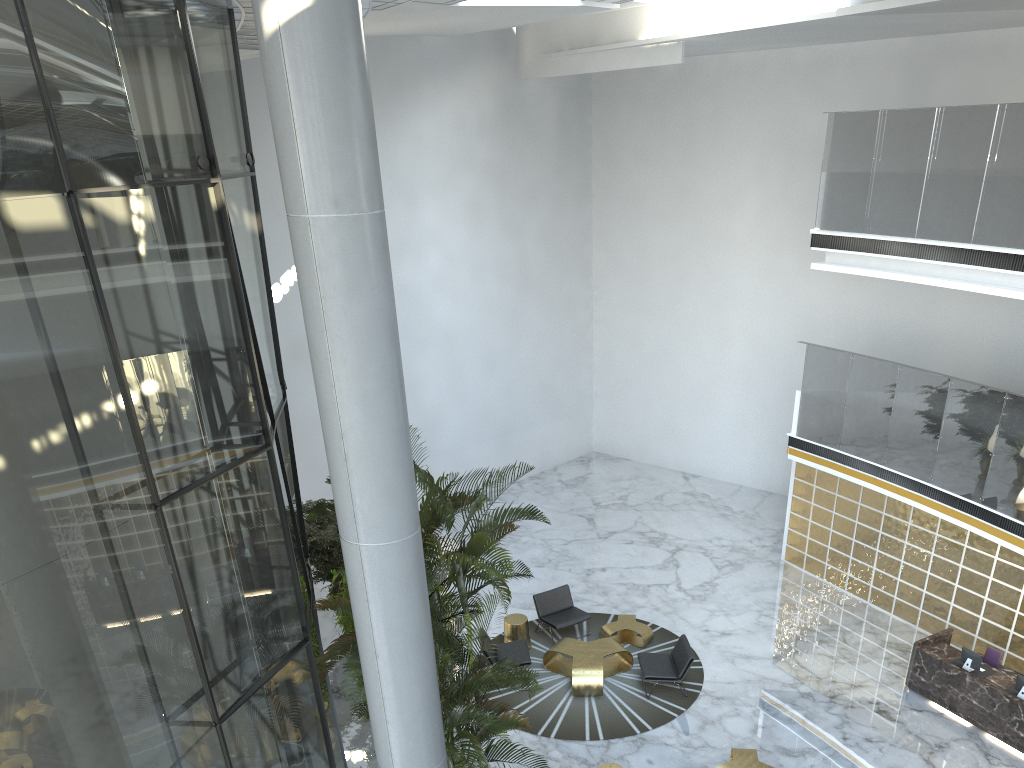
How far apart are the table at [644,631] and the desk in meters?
3.6 m

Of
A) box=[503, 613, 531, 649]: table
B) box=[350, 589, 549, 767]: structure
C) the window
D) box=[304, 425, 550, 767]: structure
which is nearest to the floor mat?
box=[503, 613, 531, 649]: table

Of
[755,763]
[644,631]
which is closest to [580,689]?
[644,631]

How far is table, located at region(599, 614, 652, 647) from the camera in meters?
12.5 m

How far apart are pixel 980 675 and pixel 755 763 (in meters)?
3.39

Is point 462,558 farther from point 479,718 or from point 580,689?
point 580,689

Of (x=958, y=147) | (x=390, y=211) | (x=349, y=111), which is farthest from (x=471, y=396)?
(x=349, y=111)

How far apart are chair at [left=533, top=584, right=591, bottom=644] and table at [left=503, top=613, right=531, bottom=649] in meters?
0.4

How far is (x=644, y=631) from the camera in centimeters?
1252cm

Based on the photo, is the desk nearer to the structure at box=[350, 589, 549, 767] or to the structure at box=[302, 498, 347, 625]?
the structure at box=[350, 589, 549, 767]
